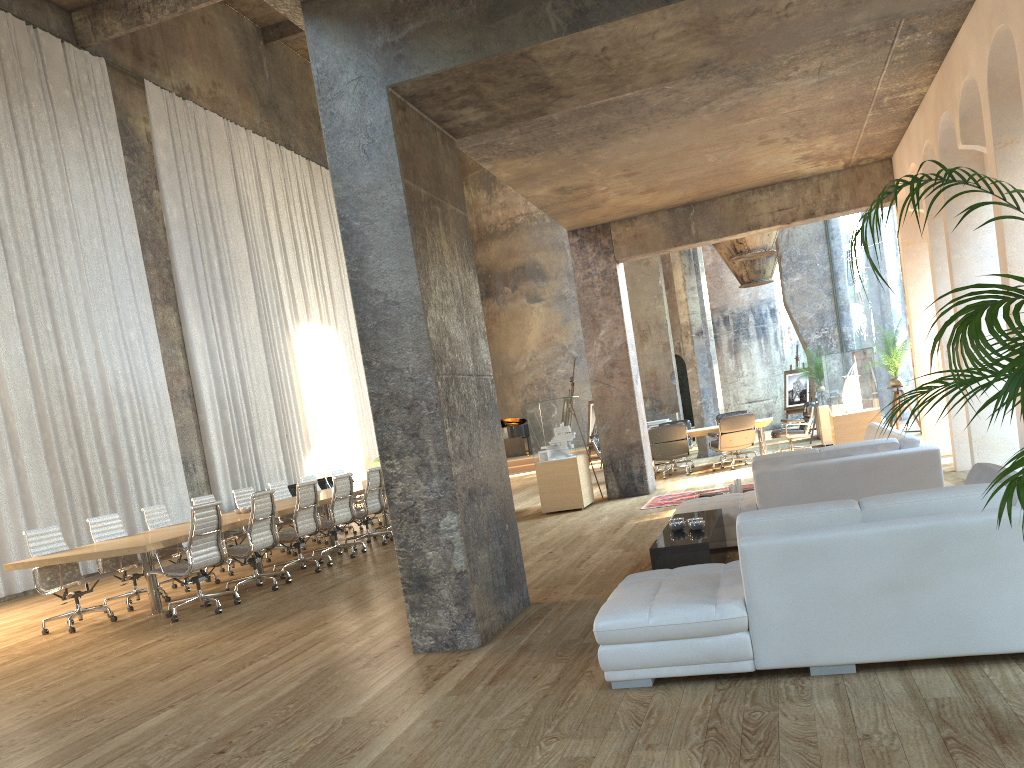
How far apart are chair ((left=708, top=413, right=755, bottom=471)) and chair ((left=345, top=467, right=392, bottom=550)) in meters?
5.7 m

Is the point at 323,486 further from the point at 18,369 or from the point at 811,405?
the point at 811,405

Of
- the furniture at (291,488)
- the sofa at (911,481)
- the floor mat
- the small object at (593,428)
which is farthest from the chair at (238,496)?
the small object at (593,428)

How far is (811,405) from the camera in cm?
1461

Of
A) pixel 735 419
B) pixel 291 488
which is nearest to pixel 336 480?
pixel 735 419

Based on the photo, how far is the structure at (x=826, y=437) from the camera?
16.0m

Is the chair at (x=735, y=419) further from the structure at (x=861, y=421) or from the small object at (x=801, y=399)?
the small object at (x=801, y=399)

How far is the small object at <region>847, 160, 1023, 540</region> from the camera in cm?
251

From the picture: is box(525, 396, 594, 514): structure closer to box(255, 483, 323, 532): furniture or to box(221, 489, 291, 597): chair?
box(221, 489, 291, 597): chair

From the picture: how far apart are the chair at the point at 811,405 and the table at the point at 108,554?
6.6 meters
